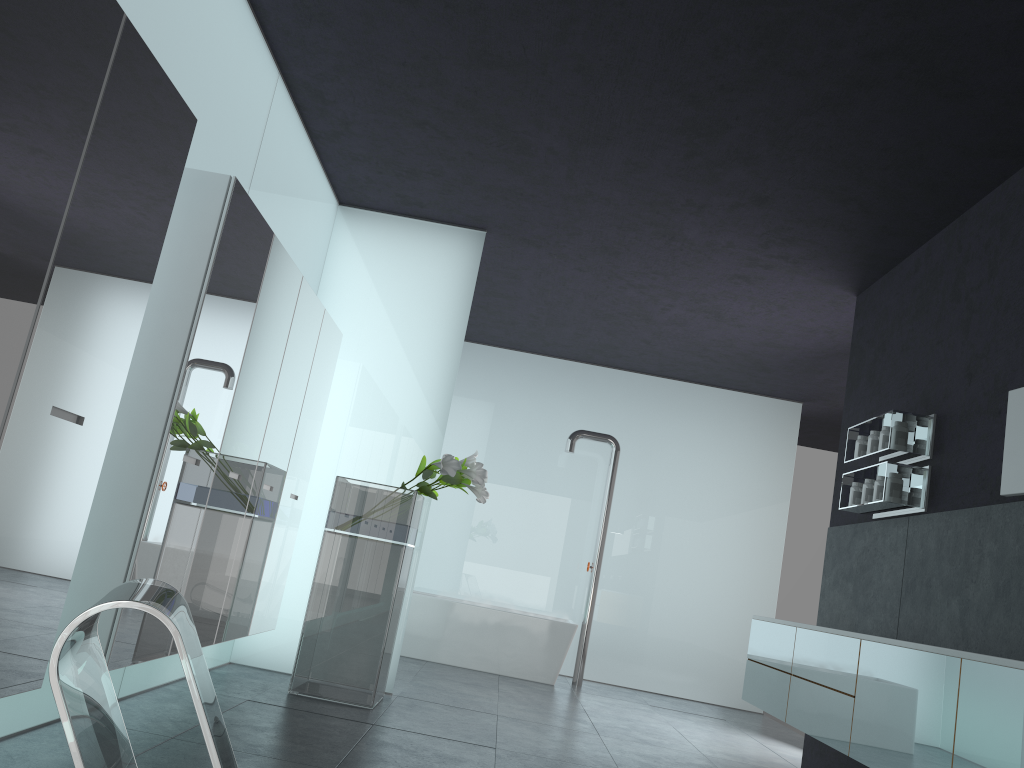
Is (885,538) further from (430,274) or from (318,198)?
(318,198)

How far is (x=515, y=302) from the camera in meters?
9.3

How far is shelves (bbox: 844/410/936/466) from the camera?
5.5 meters

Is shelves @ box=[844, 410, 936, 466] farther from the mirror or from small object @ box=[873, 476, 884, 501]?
the mirror

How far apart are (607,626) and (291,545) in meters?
5.3 m

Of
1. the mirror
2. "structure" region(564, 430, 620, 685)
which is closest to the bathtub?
"structure" region(564, 430, 620, 685)

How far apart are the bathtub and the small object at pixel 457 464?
3.15m

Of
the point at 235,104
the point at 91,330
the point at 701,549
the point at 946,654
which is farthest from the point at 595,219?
the point at 701,549

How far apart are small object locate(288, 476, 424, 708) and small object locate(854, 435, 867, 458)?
3.1 meters

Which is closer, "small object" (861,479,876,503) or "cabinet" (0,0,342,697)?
"cabinet" (0,0,342,697)
